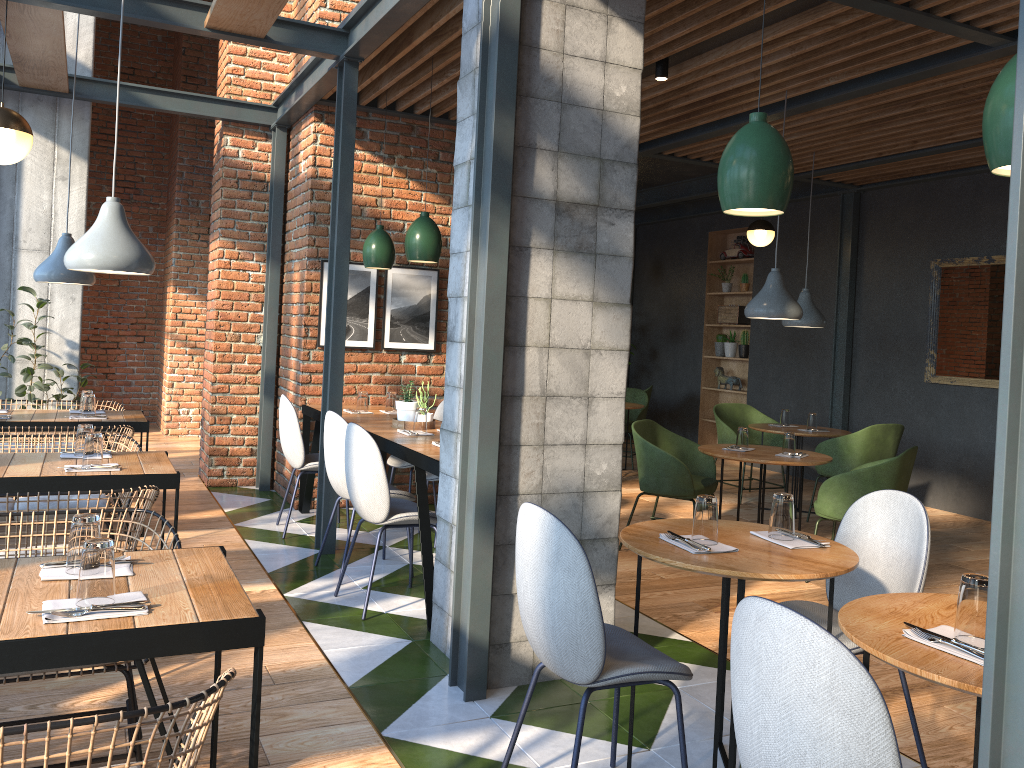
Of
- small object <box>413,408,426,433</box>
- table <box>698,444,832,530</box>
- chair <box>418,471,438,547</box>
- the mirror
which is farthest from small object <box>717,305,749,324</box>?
small object <box>413,408,426,433</box>

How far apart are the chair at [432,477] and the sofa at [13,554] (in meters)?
2.27

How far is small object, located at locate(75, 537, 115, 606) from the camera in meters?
1.9

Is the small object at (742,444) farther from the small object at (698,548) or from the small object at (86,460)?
the small object at (86,460)

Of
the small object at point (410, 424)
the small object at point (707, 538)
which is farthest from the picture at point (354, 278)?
the small object at point (707, 538)

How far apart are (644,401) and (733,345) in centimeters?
155cm

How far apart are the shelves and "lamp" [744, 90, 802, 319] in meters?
4.8 m

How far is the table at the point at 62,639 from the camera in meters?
1.8

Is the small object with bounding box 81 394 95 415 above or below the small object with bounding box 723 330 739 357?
below

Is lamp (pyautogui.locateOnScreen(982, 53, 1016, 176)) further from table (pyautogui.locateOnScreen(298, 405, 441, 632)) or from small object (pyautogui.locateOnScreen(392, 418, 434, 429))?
small object (pyautogui.locateOnScreen(392, 418, 434, 429))
